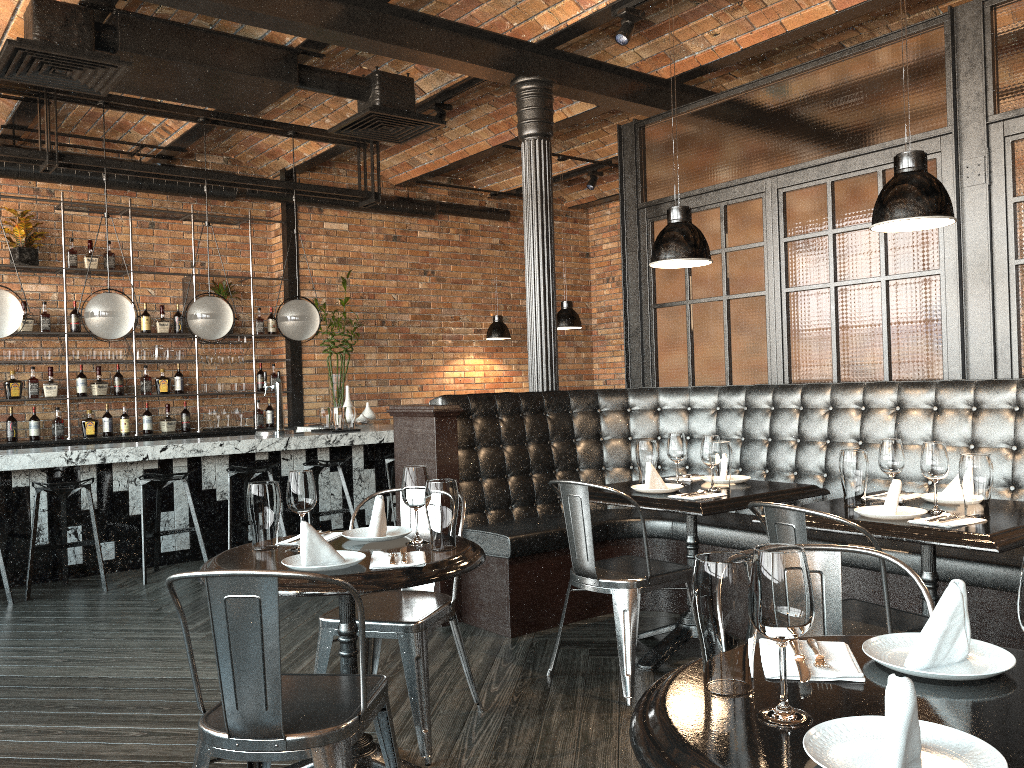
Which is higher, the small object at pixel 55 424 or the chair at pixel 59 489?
the small object at pixel 55 424

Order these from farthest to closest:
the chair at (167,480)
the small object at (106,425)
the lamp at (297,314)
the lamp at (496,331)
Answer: the lamp at (496,331) → the small object at (106,425) → the lamp at (297,314) → the chair at (167,480)

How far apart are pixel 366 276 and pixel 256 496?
7.0m

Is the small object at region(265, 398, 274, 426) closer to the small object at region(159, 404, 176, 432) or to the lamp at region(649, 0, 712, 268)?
the small object at region(159, 404, 176, 432)

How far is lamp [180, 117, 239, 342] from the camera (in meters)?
6.74

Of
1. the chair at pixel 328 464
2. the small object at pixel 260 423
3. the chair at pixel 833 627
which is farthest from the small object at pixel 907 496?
the small object at pixel 260 423

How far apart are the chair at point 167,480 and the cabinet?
1.9 meters

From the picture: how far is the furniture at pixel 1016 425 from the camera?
3.9 meters

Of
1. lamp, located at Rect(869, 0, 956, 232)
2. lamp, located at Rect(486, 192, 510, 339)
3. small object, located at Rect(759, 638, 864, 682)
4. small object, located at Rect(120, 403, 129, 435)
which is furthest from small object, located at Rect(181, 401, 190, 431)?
small object, located at Rect(759, 638, 864, 682)

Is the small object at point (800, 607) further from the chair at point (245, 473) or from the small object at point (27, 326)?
the small object at point (27, 326)
